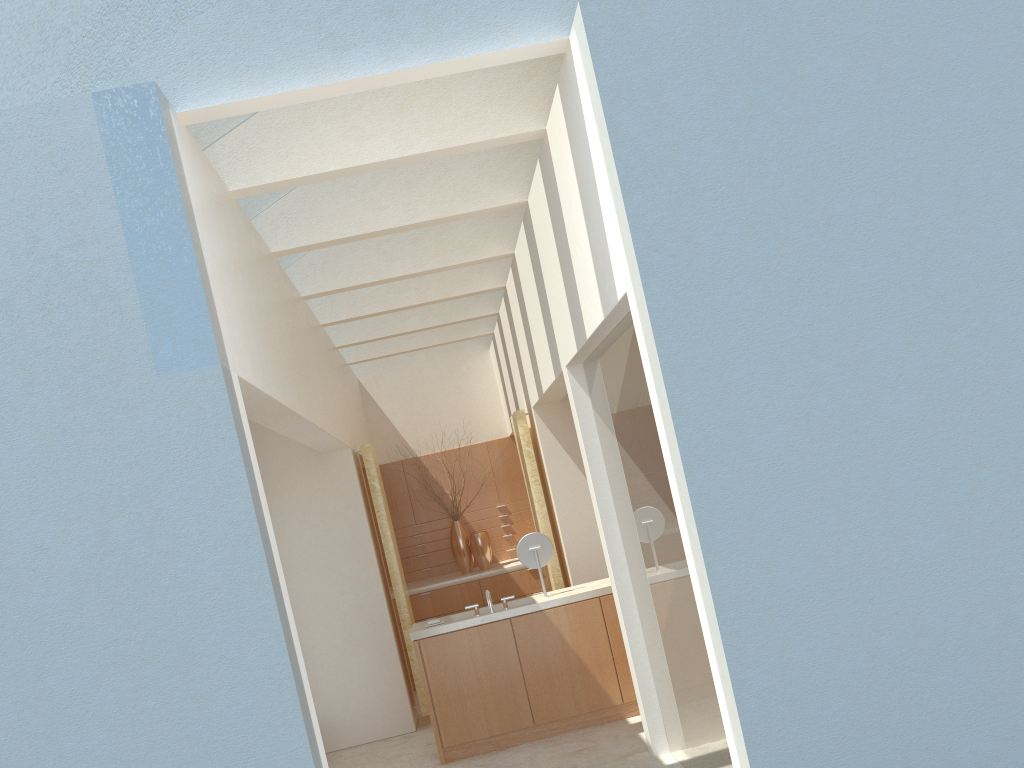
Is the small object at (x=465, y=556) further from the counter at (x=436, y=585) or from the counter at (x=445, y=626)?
the counter at (x=445, y=626)

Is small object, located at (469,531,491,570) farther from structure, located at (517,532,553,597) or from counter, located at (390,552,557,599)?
structure, located at (517,532,553,597)

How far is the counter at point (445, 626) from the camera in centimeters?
1423cm

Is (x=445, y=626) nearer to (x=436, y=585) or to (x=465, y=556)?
(x=436, y=585)

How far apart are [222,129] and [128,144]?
2.7m

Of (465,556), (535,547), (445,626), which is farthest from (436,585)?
(445,626)

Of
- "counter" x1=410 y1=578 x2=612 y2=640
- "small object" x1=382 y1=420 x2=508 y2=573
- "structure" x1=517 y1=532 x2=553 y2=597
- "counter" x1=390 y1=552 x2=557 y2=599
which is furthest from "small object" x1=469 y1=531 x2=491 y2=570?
"structure" x1=517 y1=532 x2=553 y2=597

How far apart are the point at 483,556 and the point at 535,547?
7.1m

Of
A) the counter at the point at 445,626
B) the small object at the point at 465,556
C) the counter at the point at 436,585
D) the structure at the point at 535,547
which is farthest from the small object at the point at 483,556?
the structure at the point at 535,547

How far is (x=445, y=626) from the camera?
14.23m
